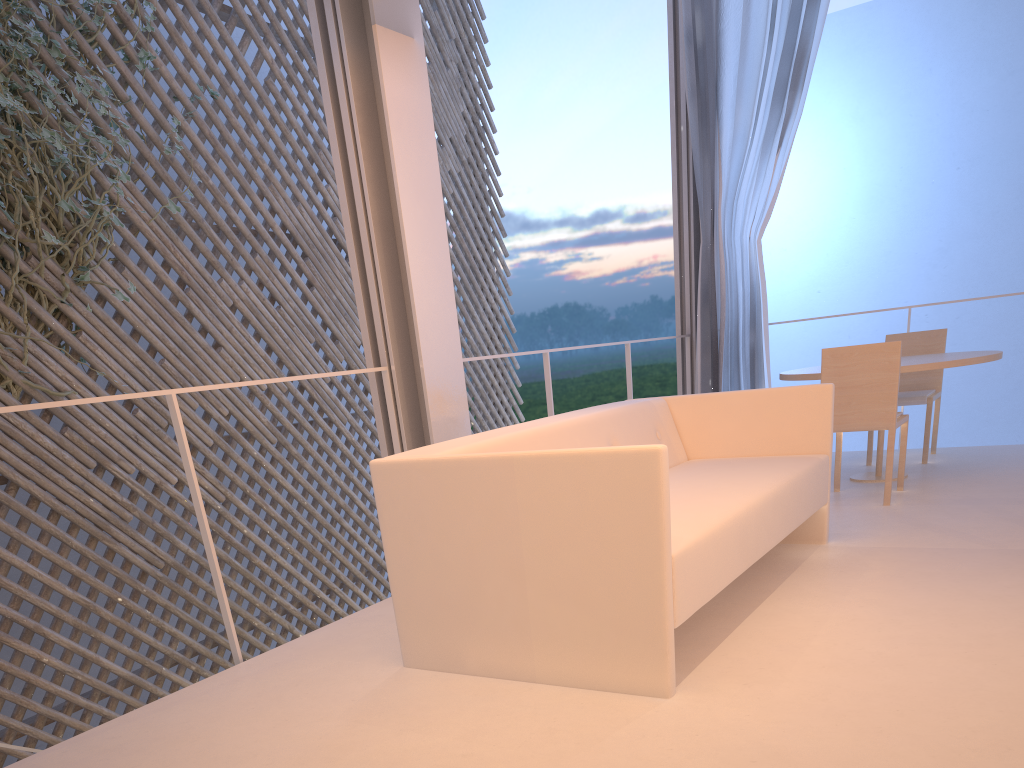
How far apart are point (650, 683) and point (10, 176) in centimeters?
266cm

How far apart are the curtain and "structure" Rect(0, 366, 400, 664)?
1.9m

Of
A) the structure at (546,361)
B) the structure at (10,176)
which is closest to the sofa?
the structure at (546,361)

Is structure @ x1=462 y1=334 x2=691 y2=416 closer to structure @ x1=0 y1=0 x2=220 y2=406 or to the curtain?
the curtain

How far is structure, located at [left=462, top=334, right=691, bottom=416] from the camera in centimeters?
258cm

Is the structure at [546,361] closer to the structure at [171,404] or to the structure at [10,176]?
the structure at [171,404]

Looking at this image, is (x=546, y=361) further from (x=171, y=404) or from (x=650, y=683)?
(x=650, y=683)

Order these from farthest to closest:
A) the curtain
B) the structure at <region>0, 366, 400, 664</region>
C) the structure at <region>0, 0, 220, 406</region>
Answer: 1. the curtain
2. the structure at <region>0, 0, 220, 406</region>
3. the structure at <region>0, 366, 400, 664</region>

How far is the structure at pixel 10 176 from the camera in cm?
273

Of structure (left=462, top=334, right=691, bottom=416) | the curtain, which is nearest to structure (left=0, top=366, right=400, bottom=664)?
structure (left=462, top=334, right=691, bottom=416)
